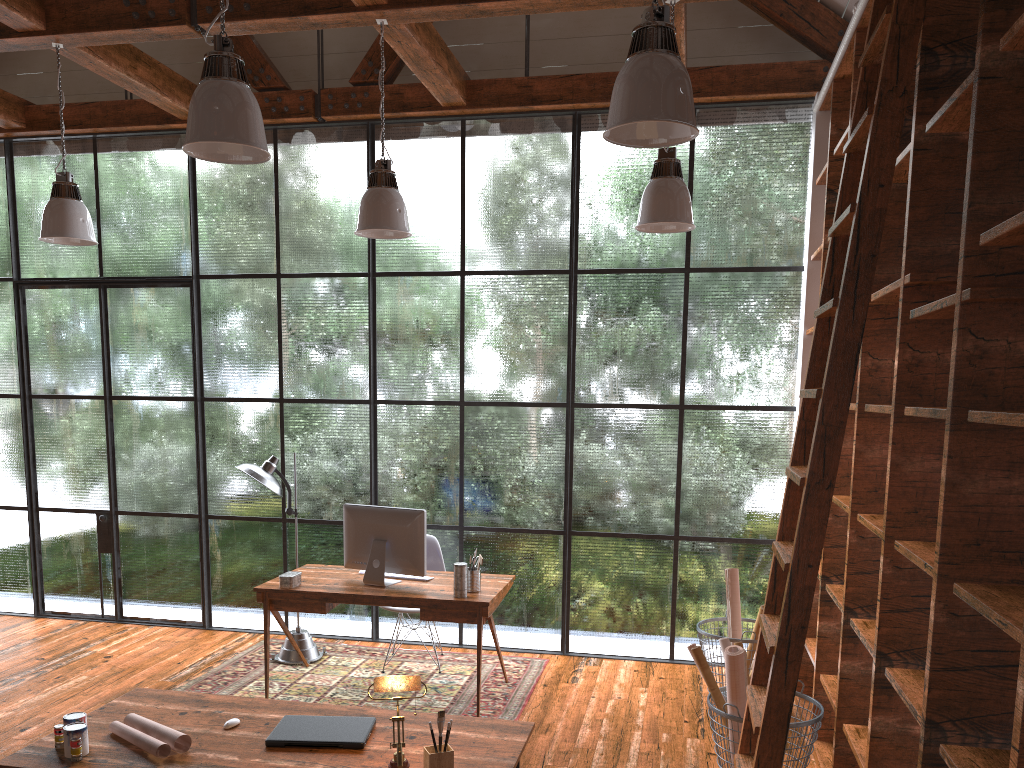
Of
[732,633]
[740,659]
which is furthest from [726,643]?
[732,633]

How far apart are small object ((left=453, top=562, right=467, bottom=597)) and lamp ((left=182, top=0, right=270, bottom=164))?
2.4 meters

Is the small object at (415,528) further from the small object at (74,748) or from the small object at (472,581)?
the small object at (74,748)

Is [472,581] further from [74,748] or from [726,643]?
[74,748]

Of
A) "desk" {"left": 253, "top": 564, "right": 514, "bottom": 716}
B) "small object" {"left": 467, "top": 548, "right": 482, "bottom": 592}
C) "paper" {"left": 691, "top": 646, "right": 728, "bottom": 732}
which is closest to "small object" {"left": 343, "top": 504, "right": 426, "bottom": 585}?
"desk" {"left": 253, "top": 564, "right": 514, "bottom": 716}

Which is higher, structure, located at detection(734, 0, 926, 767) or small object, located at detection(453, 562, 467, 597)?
structure, located at detection(734, 0, 926, 767)

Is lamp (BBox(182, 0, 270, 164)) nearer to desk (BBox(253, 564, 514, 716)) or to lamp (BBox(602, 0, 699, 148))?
lamp (BBox(602, 0, 699, 148))

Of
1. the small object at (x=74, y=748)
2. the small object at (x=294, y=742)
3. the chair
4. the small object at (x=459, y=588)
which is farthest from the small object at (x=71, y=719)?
the chair

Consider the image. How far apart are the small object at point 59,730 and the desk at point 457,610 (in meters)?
2.13

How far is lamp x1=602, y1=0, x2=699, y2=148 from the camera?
2.67m
